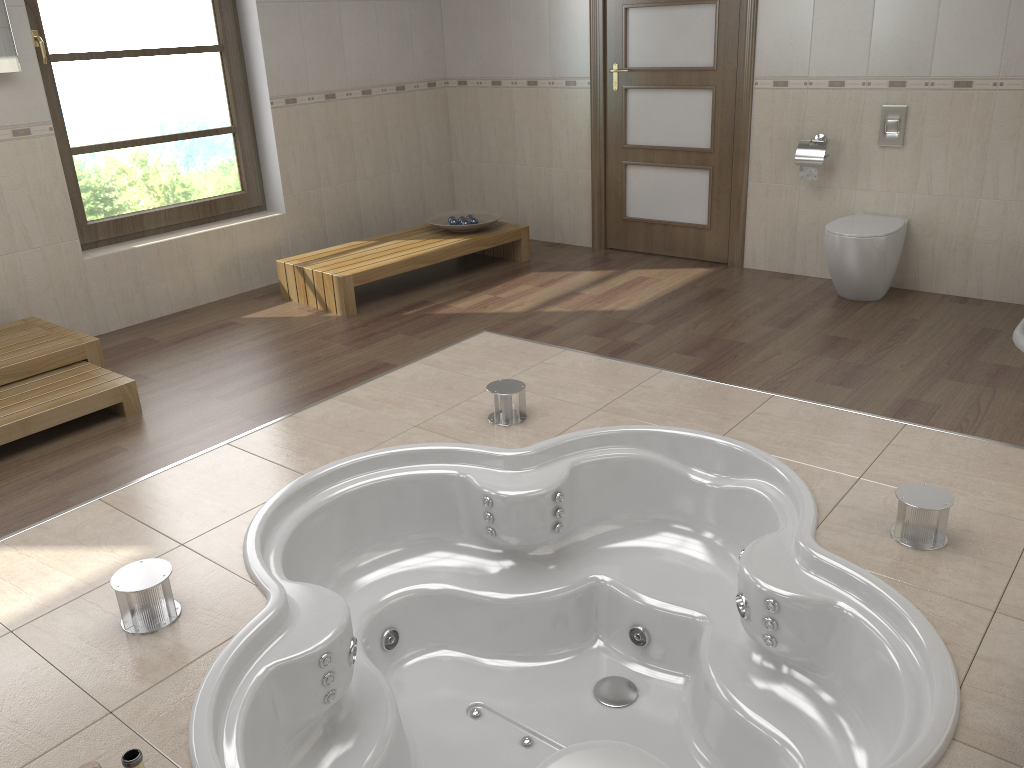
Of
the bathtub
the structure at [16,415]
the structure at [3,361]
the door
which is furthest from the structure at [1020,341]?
the structure at [3,361]

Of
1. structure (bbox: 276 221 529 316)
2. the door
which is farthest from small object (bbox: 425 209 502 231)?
the door

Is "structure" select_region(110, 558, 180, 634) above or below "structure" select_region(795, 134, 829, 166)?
below

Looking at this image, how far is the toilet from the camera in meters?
4.3 m

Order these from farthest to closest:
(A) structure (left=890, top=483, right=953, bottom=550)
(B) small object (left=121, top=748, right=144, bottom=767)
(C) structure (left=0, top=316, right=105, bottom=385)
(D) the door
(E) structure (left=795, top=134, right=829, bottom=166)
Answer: (D) the door < (E) structure (left=795, top=134, right=829, bottom=166) < (C) structure (left=0, top=316, right=105, bottom=385) < (A) structure (left=890, top=483, right=953, bottom=550) < (B) small object (left=121, top=748, right=144, bottom=767)

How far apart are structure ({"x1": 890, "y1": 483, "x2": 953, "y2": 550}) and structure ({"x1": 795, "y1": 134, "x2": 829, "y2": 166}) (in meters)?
2.59

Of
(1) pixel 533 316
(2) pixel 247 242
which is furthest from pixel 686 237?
(2) pixel 247 242

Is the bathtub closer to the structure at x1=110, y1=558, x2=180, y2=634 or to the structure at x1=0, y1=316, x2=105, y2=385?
the structure at x1=110, y1=558, x2=180, y2=634

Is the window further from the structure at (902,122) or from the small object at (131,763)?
the small object at (131,763)

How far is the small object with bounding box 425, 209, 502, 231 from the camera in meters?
5.5 m
